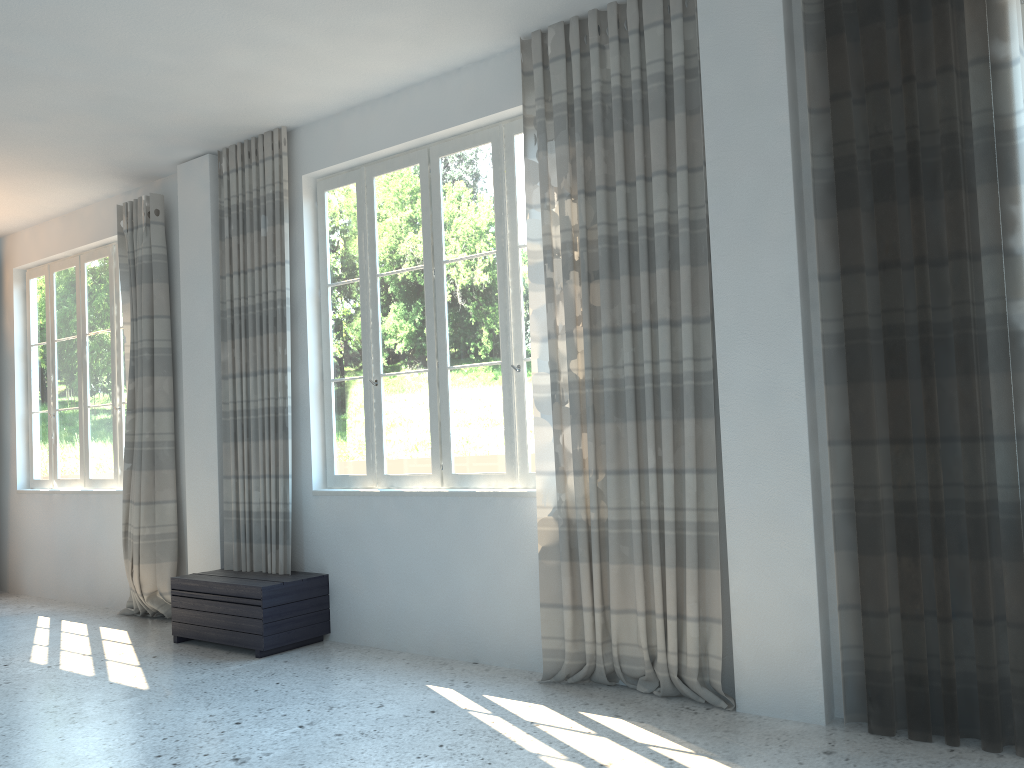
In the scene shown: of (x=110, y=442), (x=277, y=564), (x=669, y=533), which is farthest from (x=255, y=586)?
(x=110, y=442)

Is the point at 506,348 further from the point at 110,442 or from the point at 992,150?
the point at 110,442

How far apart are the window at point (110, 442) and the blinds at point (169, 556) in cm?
54

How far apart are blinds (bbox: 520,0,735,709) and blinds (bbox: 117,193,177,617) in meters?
3.2

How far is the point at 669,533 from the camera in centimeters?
392cm

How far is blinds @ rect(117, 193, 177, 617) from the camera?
6.21m

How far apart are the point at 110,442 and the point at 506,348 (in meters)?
4.07

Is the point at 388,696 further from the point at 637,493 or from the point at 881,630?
the point at 881,630

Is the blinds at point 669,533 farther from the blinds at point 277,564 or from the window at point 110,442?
the window at point 110,442

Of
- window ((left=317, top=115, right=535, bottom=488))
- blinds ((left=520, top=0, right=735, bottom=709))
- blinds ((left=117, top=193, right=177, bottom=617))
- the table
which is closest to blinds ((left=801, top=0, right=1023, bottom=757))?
blinds ((left=520, top=0, right=735, bottom=709))
